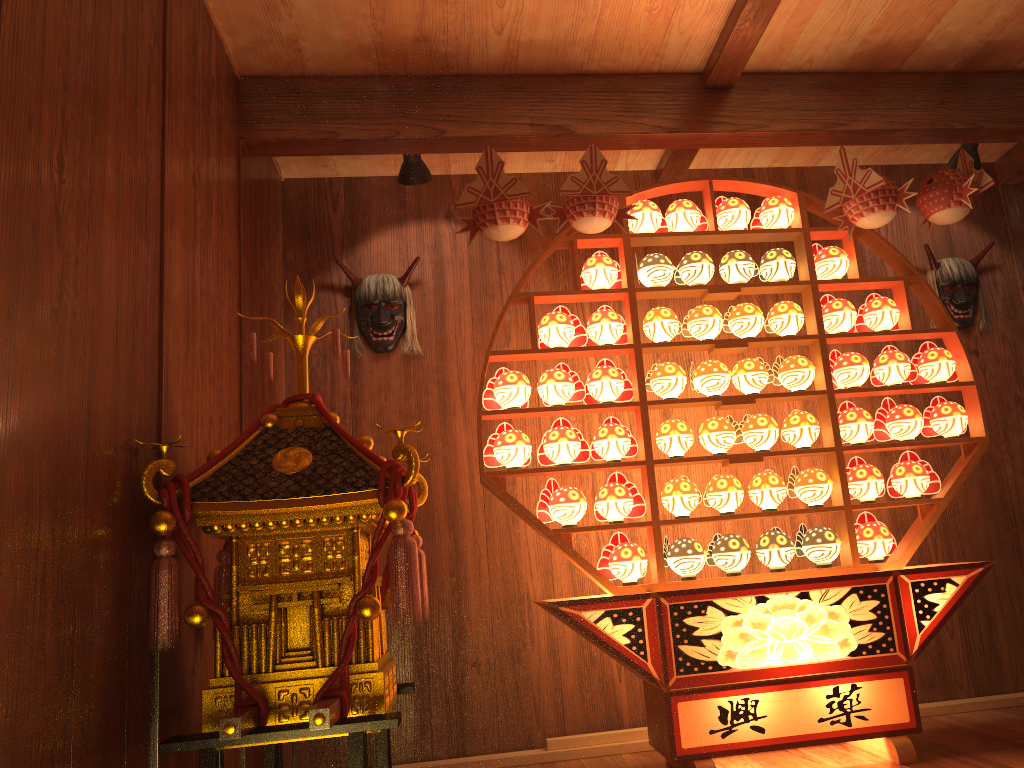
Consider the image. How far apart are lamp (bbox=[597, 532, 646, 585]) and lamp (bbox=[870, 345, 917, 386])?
1.16m

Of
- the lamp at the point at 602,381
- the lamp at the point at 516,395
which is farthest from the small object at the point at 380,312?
the lamp at the point at 602,381

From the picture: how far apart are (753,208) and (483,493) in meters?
1.8 m

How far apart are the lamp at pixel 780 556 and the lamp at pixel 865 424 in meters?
0.5

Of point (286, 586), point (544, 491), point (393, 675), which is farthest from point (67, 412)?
point (544, 491)

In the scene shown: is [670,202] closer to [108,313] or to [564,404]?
[564,404]

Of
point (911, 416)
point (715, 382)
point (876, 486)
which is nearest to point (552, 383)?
point (715, 382)

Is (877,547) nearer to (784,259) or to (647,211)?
(784,259)

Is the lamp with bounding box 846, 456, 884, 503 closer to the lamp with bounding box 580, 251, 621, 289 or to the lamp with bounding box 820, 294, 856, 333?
the lamp with bounding box 820, 294, 856, 333

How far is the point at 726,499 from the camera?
3.18m
